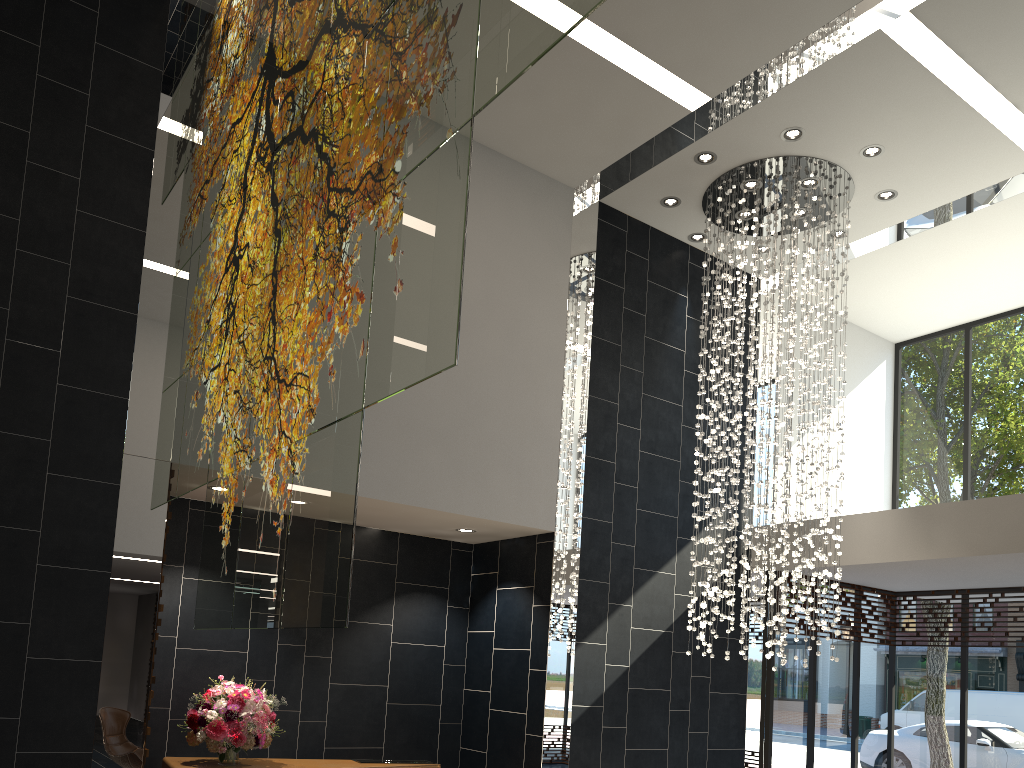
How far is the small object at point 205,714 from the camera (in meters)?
5.91

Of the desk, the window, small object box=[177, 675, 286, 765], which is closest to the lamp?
the window

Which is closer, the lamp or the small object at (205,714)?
the small object at (205,714)

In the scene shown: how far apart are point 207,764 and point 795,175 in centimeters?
660cm

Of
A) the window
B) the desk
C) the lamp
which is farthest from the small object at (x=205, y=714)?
the window

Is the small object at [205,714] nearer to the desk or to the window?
the desk

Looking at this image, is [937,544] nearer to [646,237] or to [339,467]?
[646,237]

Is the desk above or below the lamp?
below

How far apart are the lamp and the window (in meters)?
1.56

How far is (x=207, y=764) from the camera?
6.06m
